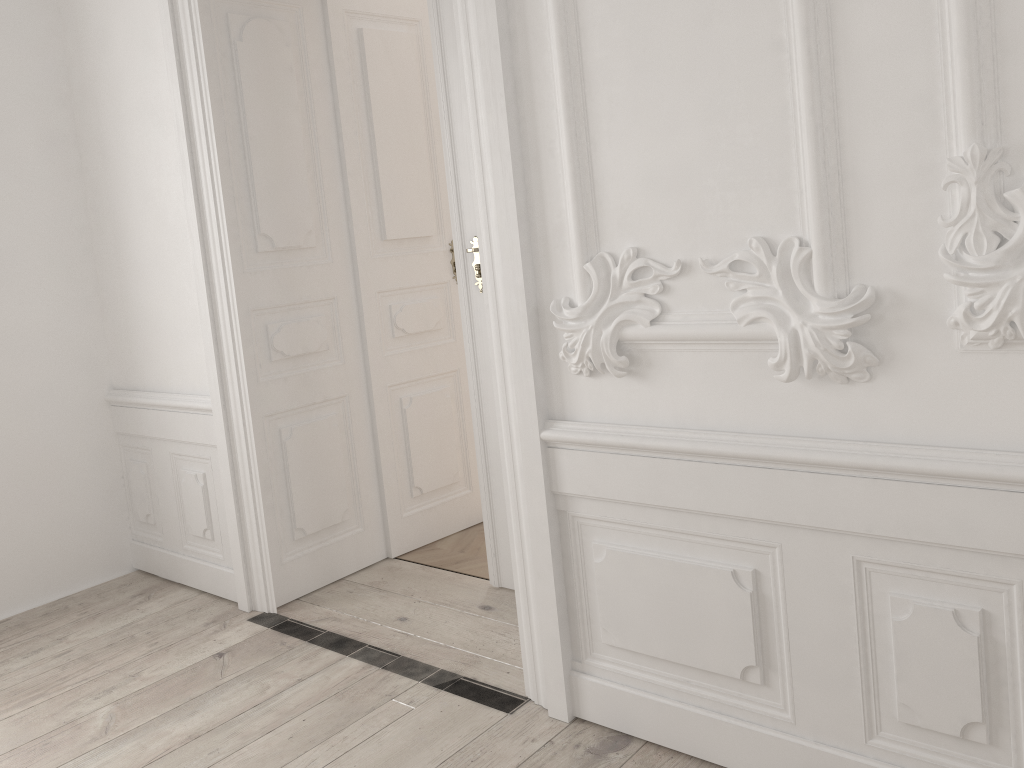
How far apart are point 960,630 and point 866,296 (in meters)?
0.68
